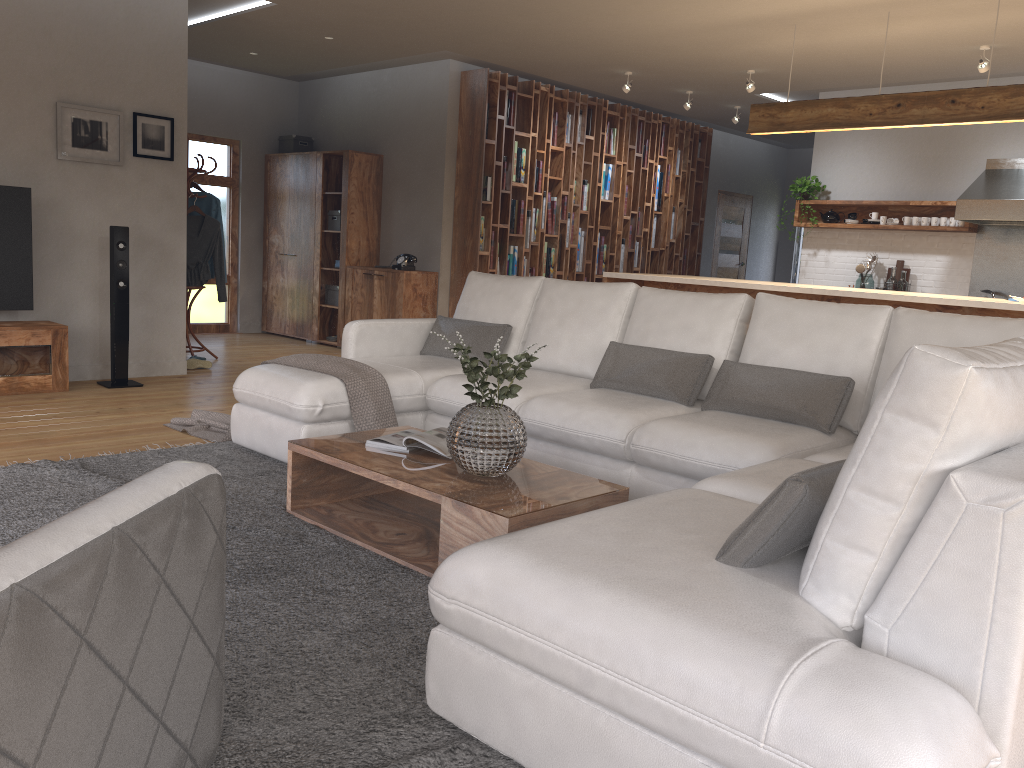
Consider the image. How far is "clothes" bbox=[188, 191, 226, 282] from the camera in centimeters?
748cm

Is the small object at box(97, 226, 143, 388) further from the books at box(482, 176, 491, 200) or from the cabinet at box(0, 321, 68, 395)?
the books at box(482, 176, 491, 200)

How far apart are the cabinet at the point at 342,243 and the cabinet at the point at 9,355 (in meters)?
3.41

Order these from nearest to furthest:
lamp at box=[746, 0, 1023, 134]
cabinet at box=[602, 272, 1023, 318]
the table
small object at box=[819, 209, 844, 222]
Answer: the table, cabinet at box=[602, 272, 1023, 318], lamp at box=[746, 0, 1023, 134], small object at box=[819, 209, 844, 222]

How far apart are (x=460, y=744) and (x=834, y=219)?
7.7 meters

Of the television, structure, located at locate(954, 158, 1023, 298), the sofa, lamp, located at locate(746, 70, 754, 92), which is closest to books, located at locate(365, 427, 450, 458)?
the sofa

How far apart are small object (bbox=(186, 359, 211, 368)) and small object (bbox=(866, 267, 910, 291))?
6.0 meters

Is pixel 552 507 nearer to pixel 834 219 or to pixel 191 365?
pixel 191 365

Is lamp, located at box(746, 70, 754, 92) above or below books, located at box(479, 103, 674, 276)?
above

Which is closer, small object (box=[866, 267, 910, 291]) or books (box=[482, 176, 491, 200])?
small object (box=[866, 267, 910, 291])
